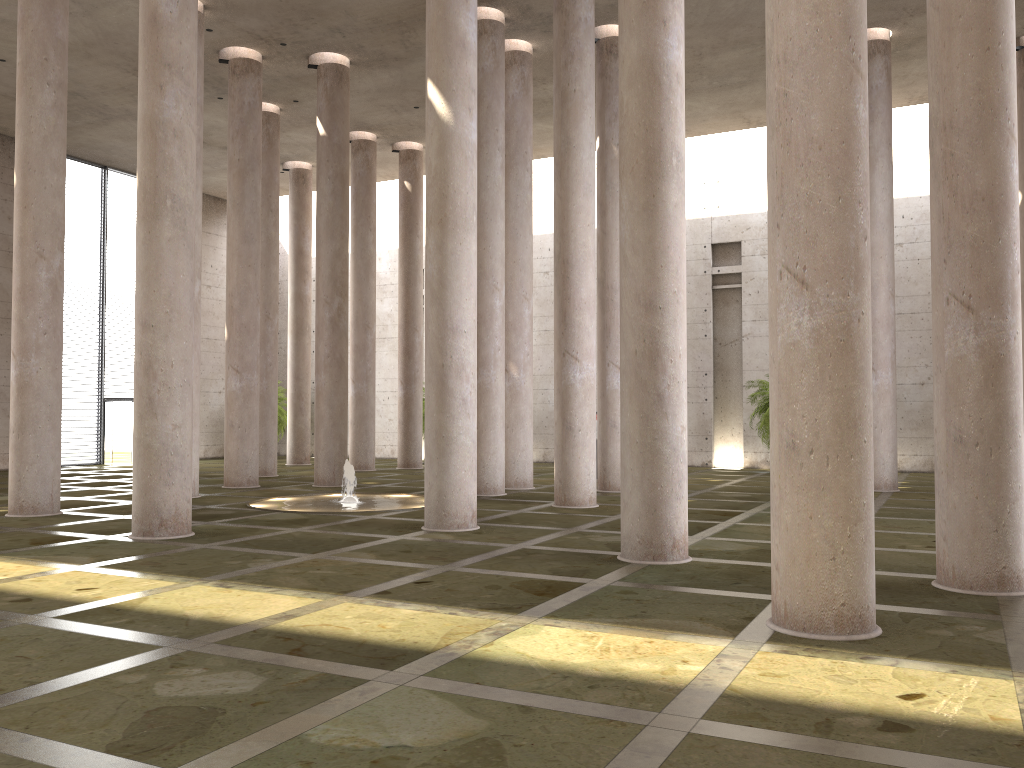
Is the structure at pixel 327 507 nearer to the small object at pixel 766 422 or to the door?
the small object at pixel 766 422

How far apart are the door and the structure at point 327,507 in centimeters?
1534cm

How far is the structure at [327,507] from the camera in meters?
16.5 m

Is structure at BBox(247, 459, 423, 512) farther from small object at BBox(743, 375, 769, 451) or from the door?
the door

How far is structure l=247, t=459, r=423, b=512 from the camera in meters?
16.5 m

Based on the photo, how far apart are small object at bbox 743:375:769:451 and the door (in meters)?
21.83

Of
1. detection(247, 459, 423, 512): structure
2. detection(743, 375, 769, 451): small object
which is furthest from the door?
detection(743, 375, 769, 451): small object

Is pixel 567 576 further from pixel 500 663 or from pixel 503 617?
pixel 500 663

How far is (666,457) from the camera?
10.3 meters

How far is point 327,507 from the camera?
16.5m
